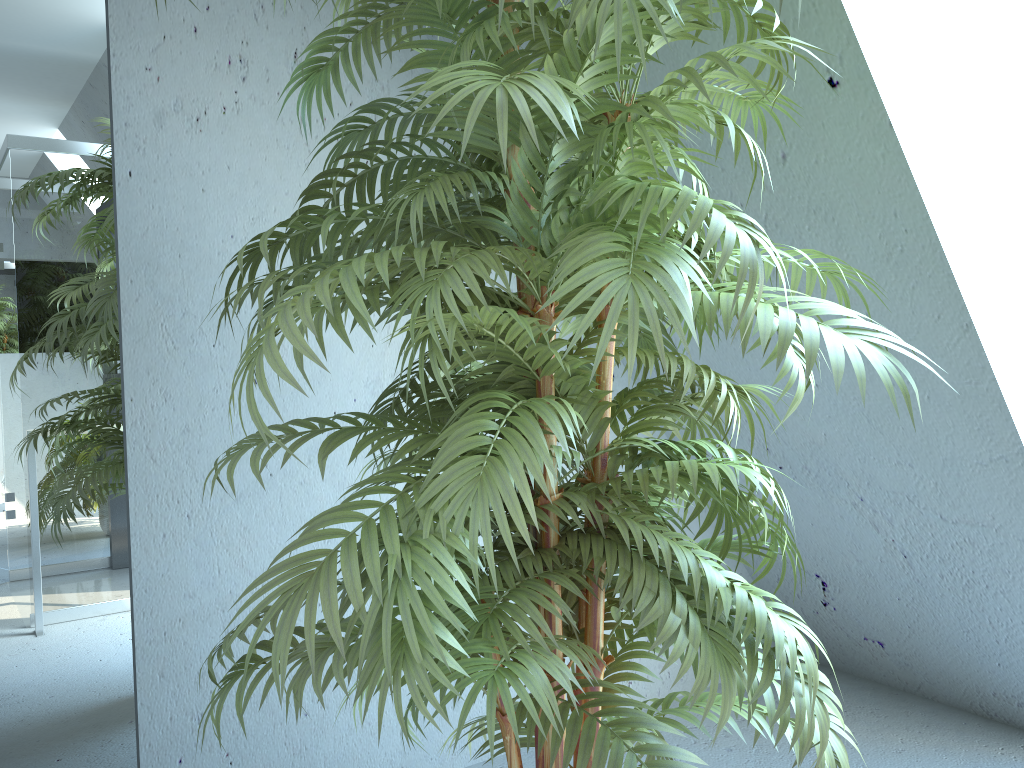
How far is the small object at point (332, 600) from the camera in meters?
0.9

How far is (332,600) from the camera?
0.9m

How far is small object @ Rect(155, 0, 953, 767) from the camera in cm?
88
